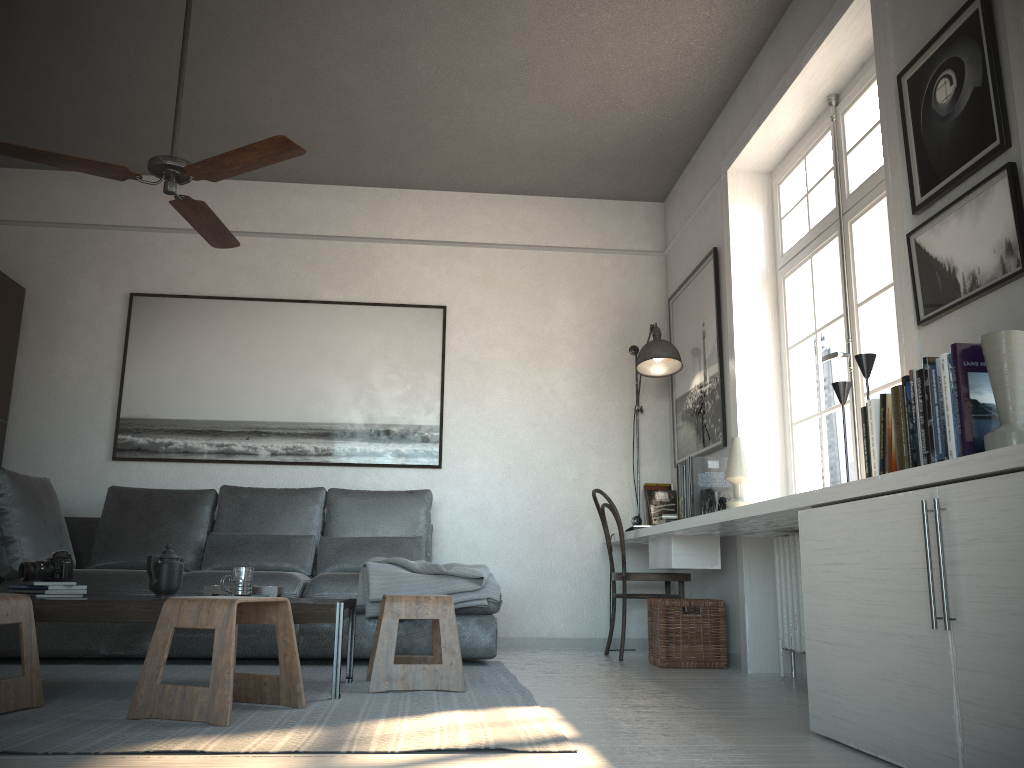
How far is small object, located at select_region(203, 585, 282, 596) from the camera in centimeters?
319cm

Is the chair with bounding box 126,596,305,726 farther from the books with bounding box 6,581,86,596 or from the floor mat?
the books with bounding box 6,581,86,596

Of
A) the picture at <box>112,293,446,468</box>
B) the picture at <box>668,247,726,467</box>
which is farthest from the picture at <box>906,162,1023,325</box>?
the picture at <box>112,293,446,468</box>

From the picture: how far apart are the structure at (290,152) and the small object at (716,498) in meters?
2.3

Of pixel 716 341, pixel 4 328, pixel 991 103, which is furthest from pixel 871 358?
pixel 4 328

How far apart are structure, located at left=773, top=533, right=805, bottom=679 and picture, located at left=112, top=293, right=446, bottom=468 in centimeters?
223cm

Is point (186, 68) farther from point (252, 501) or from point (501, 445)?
point (501, 445)

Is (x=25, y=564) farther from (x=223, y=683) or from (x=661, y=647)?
(x=661, y=647)

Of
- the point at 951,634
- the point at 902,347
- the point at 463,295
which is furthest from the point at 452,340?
the point at 951,634

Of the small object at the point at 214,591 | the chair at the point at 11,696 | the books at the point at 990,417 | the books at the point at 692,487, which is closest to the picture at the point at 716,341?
the books at the point at 692,487
